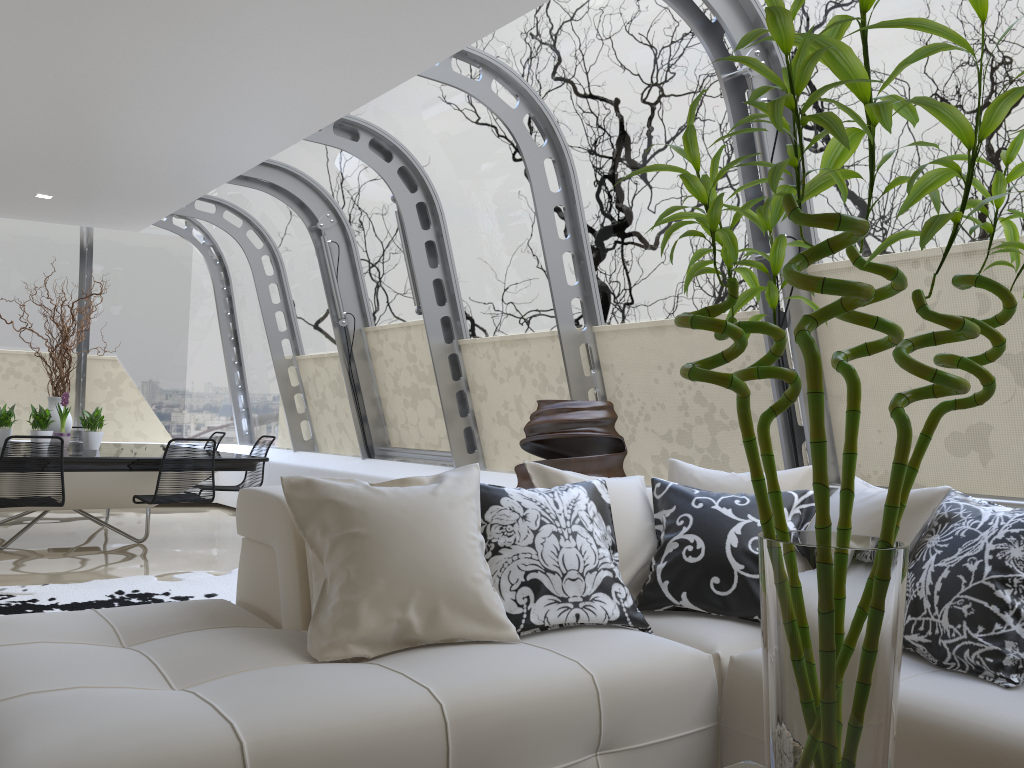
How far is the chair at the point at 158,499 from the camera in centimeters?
625cm

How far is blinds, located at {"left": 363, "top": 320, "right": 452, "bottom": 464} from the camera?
7.41m

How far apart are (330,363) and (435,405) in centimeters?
182cm

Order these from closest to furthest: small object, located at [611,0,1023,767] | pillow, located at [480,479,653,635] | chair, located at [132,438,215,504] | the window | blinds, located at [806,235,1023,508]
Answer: small object, located at [611,0,1023,767], pillow, located at [480,479,653,635], blinds, located at [806,235,1023,508], the window, chair, located at [132,438,215,504]

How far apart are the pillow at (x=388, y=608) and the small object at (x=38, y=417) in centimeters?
549cm

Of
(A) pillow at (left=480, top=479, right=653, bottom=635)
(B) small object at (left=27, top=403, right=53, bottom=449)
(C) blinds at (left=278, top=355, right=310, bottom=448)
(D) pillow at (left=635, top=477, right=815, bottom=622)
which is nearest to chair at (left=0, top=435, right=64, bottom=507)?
(B) small object at (left=27, top=403, right=53, bottom=449)

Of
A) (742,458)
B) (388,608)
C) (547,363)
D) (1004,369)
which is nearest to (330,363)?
(547,363)

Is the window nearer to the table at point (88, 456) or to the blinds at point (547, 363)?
the blinds at point (547, 363)

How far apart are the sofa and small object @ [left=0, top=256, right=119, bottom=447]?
5.15m

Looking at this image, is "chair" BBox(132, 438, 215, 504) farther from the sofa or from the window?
the sofa
